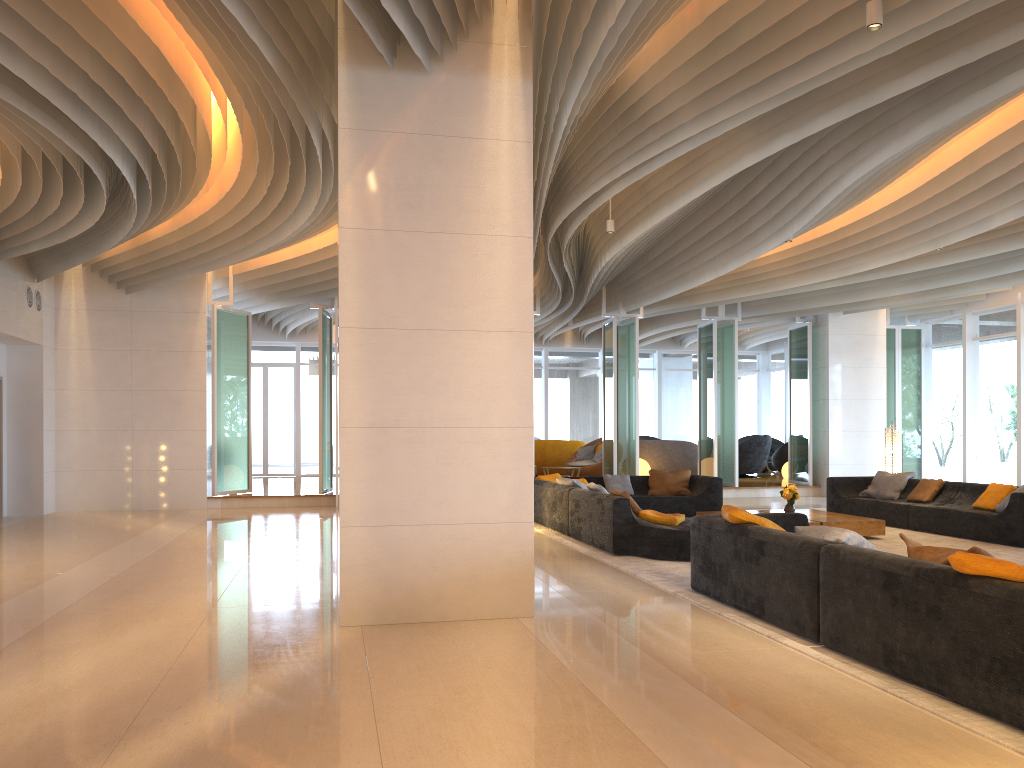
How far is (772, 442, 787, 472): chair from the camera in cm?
2119

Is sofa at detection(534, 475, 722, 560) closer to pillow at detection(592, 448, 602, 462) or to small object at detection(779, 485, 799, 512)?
small object at detection(779, 485, 799, 512)

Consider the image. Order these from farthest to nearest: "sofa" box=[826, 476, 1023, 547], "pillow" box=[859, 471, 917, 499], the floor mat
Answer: "pillow" box=[859, 471, 917, 499] → "sofa" box=[826, 476, 1023, 547] → the floor mat

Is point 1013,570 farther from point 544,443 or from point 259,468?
point 259,468

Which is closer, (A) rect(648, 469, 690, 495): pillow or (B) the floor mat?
(B) the floor mat

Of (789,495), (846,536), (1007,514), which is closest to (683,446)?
(789,495)

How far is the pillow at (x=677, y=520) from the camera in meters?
8.6 m

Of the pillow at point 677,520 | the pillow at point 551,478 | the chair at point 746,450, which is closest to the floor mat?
the pillow at point 677,520

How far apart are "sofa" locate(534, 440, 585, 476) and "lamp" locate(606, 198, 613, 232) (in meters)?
10.54

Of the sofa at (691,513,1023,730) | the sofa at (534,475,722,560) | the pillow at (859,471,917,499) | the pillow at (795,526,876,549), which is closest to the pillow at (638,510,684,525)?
the sofa at (534,475,722,560)
